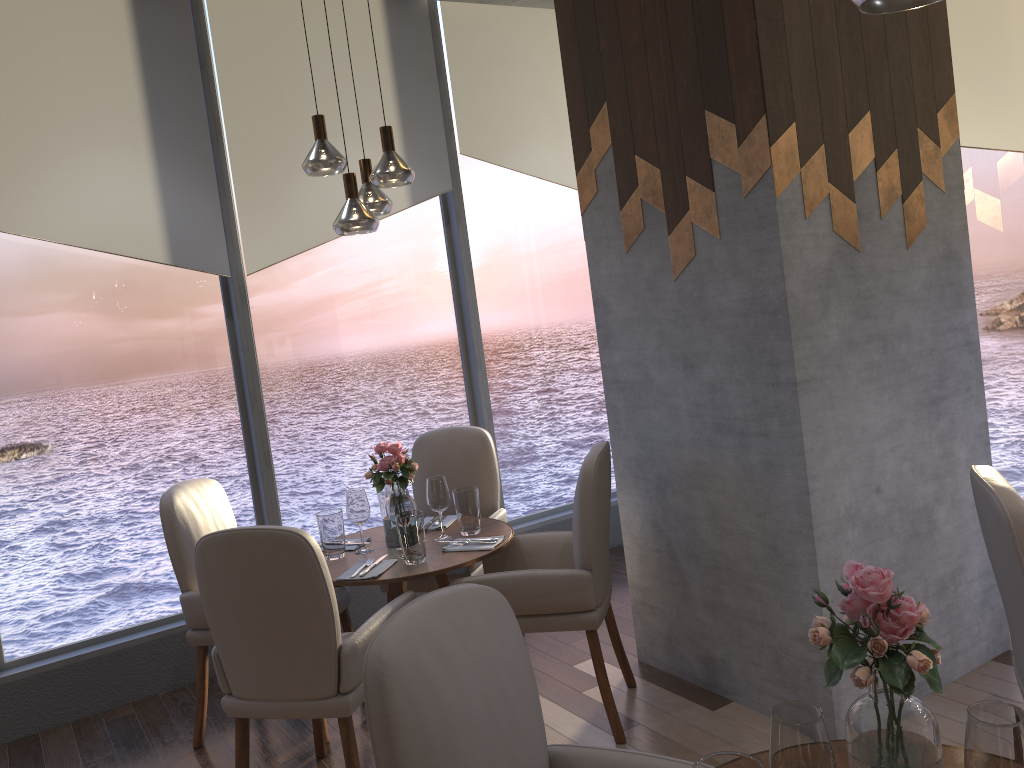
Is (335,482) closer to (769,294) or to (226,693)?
(226,693)

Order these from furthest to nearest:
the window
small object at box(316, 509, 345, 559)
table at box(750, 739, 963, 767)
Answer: the window
small object at box(316, 509, 345, 559)
table at box(750, 739, 963, 767)

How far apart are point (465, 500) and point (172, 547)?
1.1m

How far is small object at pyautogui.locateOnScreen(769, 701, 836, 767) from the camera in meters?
1.2

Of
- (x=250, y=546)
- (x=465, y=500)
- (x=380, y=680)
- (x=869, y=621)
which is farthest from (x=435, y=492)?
(x=869, y=621)

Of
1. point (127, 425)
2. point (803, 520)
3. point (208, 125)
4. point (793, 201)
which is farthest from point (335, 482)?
point (793, 201)

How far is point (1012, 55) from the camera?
3.4 meters

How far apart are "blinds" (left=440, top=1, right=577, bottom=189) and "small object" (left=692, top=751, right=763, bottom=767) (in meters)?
3.98

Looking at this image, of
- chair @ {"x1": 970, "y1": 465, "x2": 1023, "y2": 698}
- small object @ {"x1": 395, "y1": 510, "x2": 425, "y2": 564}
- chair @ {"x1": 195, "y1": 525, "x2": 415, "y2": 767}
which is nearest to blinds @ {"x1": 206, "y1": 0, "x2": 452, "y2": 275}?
small object @ {"x1": 395, "y1": 510, "x2": 425, "y2": 564}

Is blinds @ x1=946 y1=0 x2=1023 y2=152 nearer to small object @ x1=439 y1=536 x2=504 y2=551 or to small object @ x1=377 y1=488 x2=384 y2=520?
small object @ x1=439 y1=536 x2=504 y2=551
